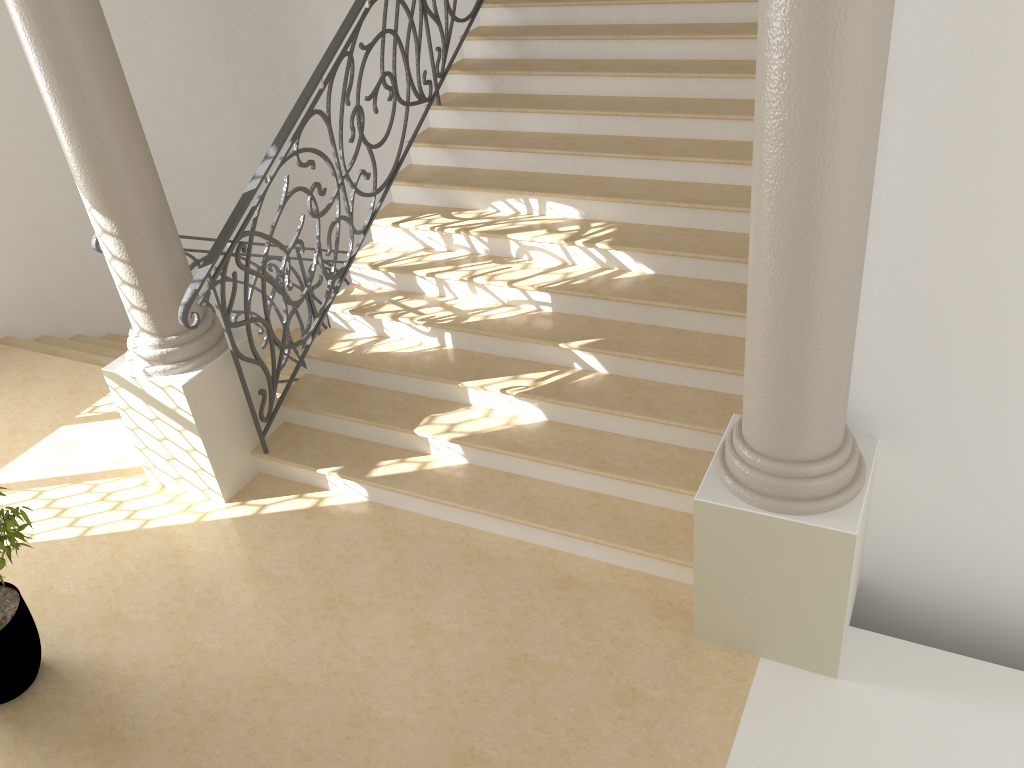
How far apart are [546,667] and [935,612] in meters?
1.8 m

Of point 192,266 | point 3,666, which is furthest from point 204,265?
point 3,666

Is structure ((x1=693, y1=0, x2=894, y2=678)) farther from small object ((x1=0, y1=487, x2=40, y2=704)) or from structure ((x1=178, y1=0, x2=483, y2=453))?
small object ((x1=0, y1=487, x2=40, y2=704))

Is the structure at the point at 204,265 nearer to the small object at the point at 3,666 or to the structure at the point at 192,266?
the structure at the point at 192,266

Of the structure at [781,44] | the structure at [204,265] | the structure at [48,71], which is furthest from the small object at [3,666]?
the structure at [781,44]

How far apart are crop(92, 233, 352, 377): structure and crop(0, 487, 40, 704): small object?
1.6m

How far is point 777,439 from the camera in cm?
326

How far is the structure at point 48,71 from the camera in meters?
3.9 m

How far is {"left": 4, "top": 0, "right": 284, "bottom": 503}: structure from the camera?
3.9 meters

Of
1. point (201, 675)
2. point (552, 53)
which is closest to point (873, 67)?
point (201, 675)
